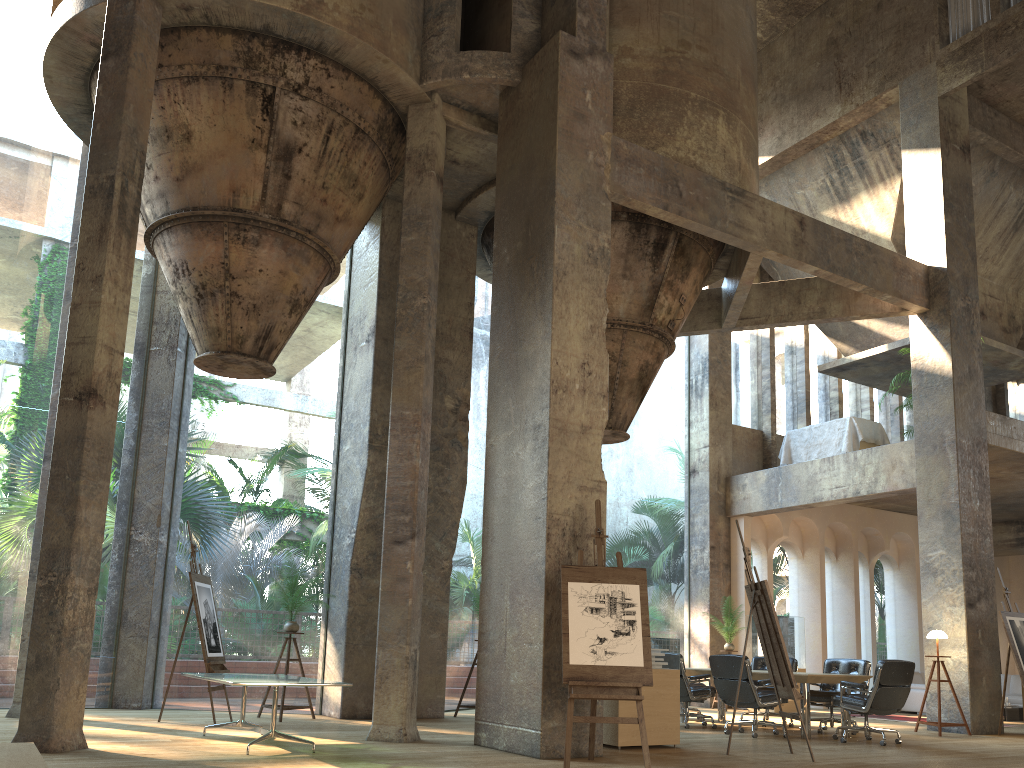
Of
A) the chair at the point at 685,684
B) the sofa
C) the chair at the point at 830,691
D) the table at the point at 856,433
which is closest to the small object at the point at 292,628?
the chair at the point at 685,684

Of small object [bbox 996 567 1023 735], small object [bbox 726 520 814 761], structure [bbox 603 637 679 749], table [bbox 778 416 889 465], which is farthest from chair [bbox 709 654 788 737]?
table [bbox 778 416 889 465]

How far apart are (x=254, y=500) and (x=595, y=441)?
42.36m

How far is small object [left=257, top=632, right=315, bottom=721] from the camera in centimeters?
926cm

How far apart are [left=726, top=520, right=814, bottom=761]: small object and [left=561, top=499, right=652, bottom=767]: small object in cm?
134

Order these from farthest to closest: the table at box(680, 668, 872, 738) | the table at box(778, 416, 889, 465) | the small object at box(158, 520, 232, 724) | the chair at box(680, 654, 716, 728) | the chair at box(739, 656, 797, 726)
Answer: the table at box(778, 416, 889, 465), the chair at box(739, 656, 797, 726), the chair at box(680, 654, 716, 728), the table at box(680, 668, 872, 738), the small object at box(158, 520, 232, 724)

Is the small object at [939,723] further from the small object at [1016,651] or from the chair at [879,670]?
the chair at [879,670]

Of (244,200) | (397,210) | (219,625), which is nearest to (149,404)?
(244,200)

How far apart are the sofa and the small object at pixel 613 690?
10.3 meters

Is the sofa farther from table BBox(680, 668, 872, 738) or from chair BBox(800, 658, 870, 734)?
table BBox(680, 668, 872, 738)
